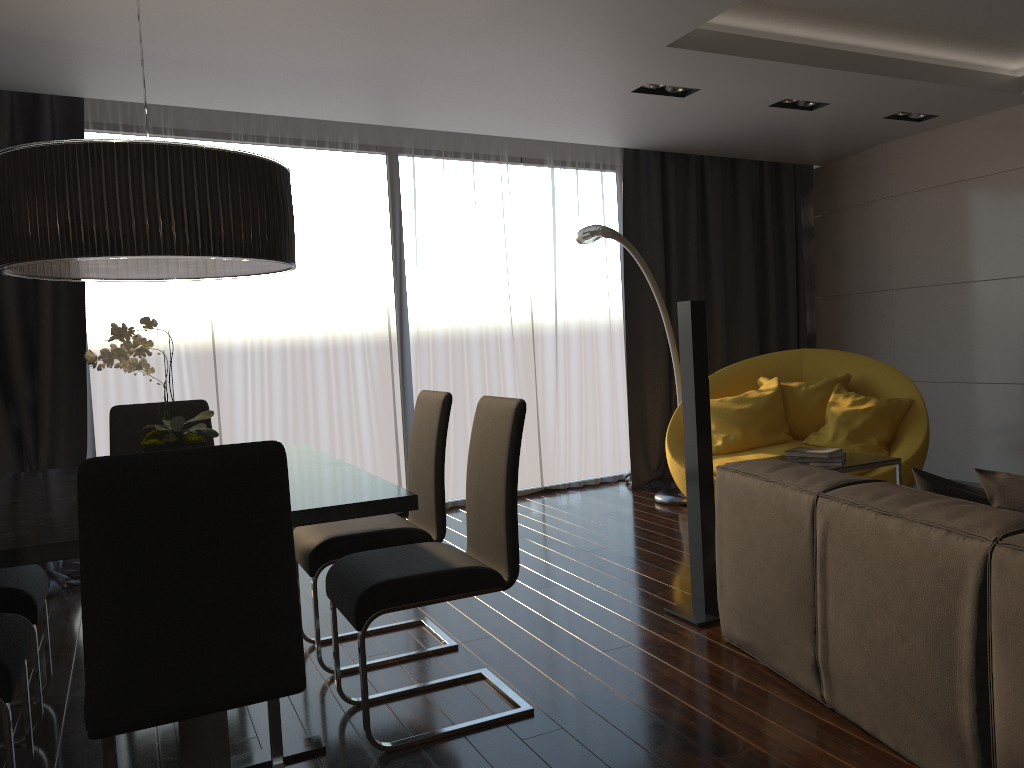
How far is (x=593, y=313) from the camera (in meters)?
6.81

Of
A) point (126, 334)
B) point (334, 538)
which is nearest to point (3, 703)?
point (126, 334)

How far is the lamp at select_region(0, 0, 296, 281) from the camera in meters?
2.4 m

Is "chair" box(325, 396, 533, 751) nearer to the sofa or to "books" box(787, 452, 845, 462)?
the sofa

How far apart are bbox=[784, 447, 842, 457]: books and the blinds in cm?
276

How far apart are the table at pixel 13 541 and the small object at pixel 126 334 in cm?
25

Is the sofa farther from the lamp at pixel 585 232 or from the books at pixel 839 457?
the lamp at pixel 585 232

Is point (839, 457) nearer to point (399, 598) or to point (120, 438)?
point (399, 598)

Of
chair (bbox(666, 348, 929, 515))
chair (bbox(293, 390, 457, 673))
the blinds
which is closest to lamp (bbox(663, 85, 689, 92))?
the blinds

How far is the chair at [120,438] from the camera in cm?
376
